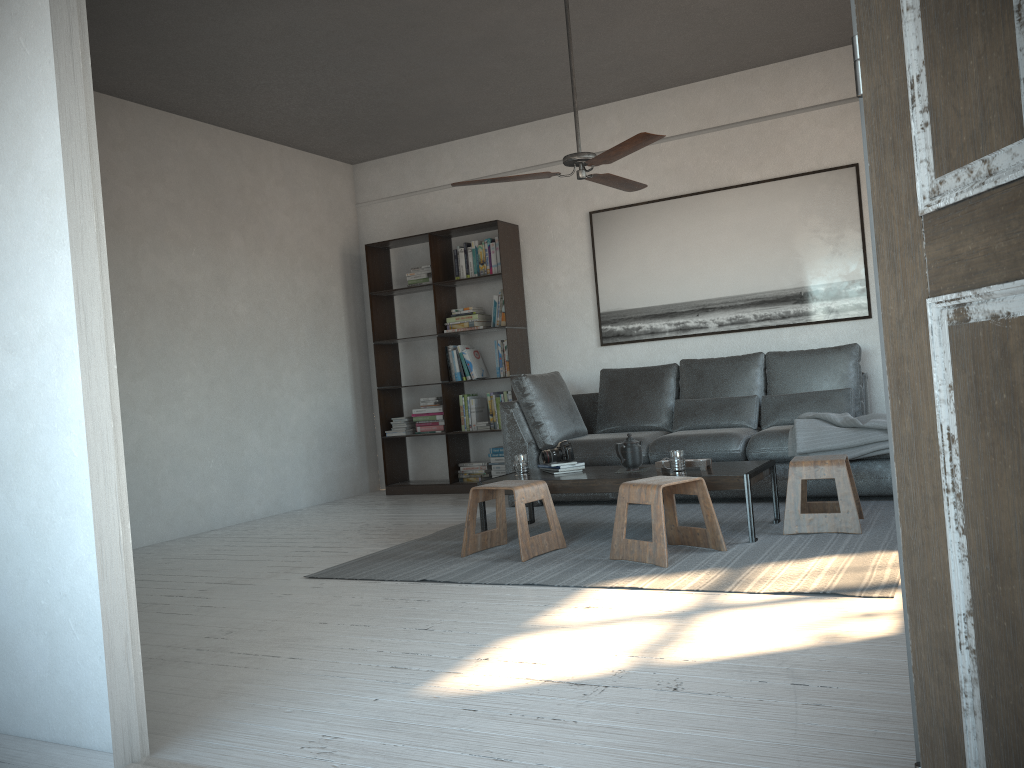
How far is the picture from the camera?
6.0 meters

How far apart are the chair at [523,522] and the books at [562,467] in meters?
0.4

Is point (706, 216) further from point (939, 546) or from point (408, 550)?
point (939, 546)

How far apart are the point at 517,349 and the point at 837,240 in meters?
2.5 m

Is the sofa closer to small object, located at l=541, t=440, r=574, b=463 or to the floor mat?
the floor mat

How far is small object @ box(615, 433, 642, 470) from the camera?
4.60m

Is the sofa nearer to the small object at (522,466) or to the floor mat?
the floor mat

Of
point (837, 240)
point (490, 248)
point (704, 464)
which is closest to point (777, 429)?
point (704, 464)

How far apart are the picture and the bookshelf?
0.64m

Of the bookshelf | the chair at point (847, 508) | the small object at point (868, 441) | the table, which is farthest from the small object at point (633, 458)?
the bookshelf
